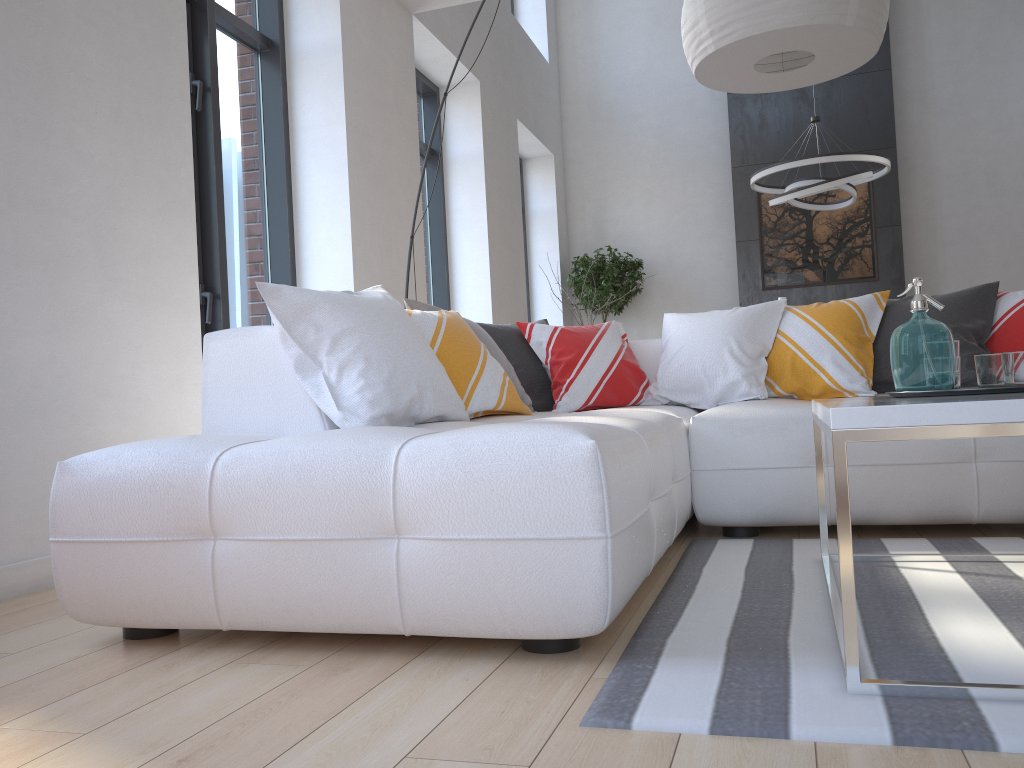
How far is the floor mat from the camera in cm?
124

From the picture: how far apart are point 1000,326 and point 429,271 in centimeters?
448cm

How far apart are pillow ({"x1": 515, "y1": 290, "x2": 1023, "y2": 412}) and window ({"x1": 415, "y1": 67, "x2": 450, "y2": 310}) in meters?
3.2

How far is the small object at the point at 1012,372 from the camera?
1.9m

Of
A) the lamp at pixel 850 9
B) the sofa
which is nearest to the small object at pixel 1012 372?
the sofa

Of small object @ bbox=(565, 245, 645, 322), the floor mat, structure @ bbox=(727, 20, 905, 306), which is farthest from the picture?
the floor mat

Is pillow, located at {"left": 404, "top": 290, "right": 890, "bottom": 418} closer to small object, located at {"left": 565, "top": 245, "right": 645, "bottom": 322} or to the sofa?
the sofa

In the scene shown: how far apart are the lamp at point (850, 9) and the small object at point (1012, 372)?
0.9 meters

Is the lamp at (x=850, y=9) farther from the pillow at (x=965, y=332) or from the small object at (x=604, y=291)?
the small object at (x=604, y=291)

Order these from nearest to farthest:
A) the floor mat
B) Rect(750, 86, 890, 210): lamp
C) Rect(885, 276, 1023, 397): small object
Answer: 1. the floor mat
2. Rect(885, 276, 1023, 397): small object
3. Rect(750, 86, 890, 210): lamp
